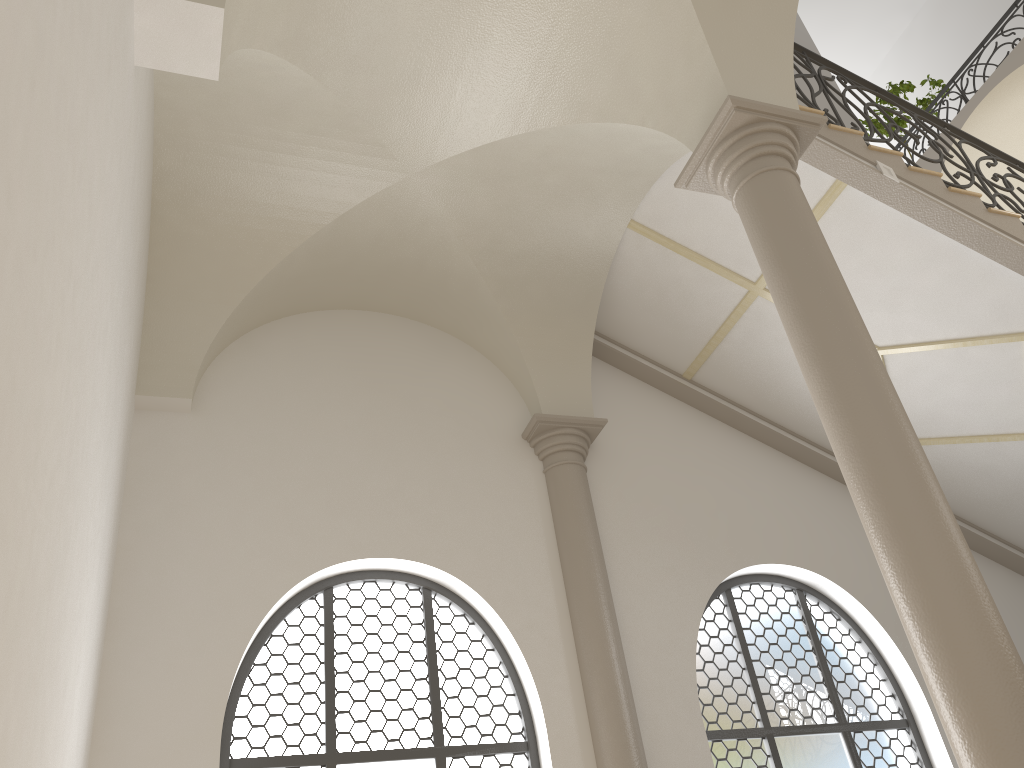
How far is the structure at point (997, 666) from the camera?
3.5 meters

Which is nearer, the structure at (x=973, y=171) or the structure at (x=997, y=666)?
the structure at (x=997, y=666)

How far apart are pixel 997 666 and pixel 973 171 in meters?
5.0 m

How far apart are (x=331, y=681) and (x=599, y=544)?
2.4m

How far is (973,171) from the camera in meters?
7.2

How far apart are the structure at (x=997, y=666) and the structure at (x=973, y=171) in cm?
176

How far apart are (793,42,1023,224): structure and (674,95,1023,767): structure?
1.76m

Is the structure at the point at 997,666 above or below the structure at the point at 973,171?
below

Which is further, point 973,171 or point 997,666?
point 973,171

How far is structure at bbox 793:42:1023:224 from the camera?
7.18m
